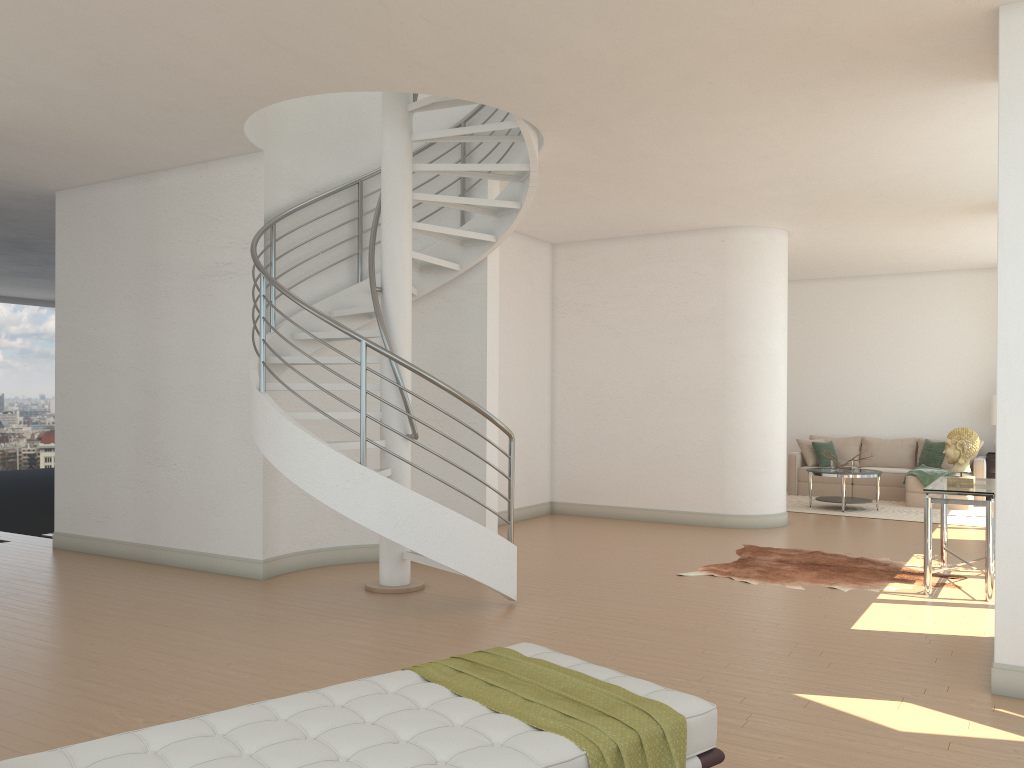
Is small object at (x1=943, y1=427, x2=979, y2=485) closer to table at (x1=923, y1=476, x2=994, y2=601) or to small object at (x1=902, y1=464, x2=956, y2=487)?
table at (x1=923, y1=476, x2=994, y2=601)

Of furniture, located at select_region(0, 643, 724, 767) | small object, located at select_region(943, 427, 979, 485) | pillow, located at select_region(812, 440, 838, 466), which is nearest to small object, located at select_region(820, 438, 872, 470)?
pillow, located at select_region(812, 440, 838, 466)

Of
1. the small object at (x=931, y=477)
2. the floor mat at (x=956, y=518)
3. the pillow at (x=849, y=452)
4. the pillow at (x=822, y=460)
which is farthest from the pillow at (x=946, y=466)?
the pillow at (x=822, y=460)

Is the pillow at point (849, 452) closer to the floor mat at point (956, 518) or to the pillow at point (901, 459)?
the pillow at point (901, 459)

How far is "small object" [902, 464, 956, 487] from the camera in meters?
11.8

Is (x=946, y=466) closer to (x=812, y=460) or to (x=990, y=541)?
(x=812, y=460)

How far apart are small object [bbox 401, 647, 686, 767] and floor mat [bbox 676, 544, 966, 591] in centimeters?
418cm

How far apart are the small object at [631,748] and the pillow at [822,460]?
11.0 meters

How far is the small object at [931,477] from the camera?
11.8 meters

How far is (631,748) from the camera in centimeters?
251cm
